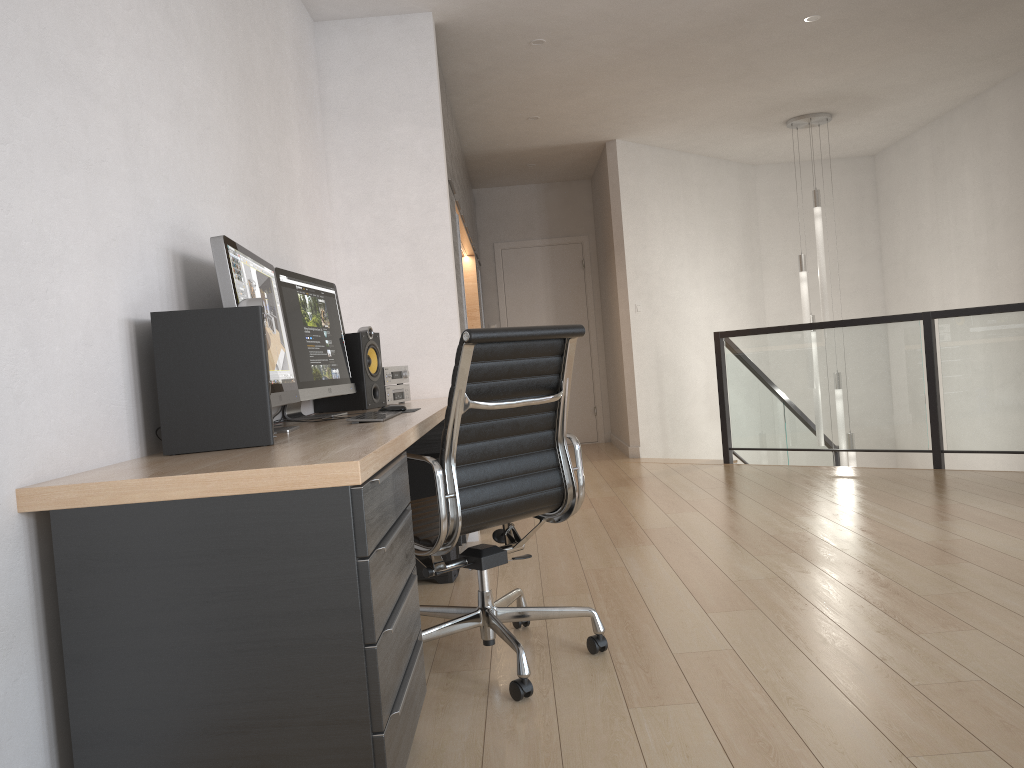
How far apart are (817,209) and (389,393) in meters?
4.6

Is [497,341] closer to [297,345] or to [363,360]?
[297,345]

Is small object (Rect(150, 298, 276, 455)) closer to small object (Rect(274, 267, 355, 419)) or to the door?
small object (Rect(274, 267, 355, 419))

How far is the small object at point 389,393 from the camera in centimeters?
397cm

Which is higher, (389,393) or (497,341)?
(497,341)

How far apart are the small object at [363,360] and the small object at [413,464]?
0.3 meters

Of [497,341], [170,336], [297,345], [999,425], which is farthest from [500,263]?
[170,336]

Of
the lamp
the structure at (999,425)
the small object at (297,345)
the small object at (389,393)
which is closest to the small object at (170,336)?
the small object at (297,345)

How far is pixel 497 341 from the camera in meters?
2.4 m

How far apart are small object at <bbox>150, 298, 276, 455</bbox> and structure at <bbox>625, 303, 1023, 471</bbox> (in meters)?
4.75
